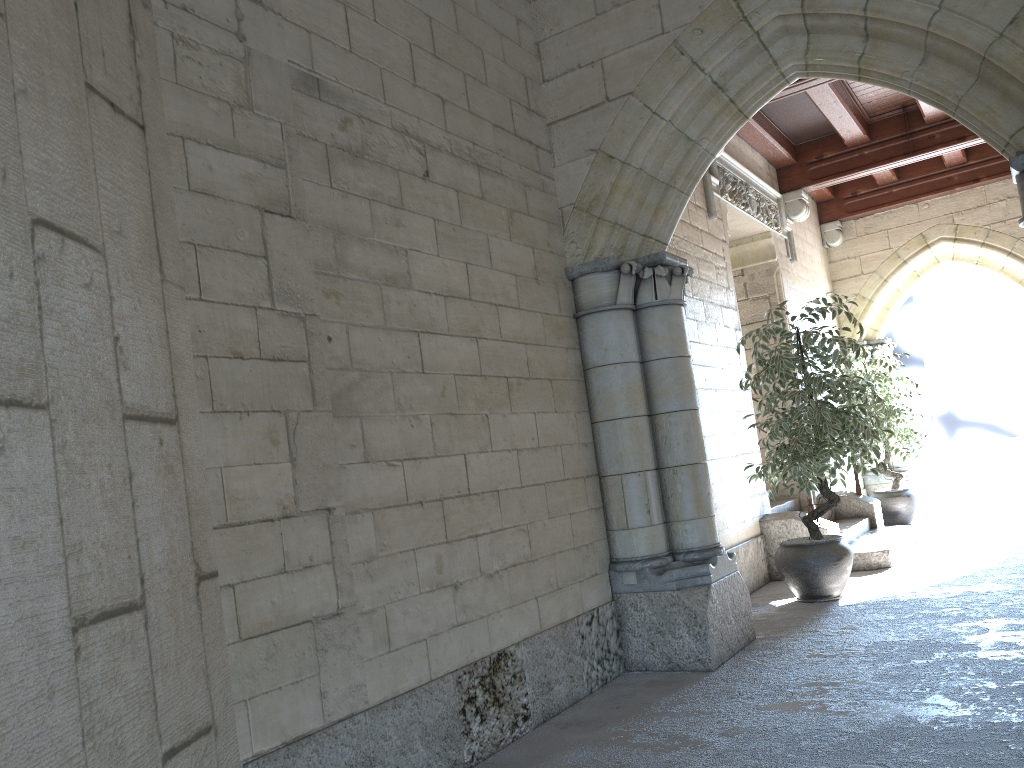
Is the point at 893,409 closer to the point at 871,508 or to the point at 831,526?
the point at 871,508

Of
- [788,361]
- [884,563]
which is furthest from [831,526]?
[788,361]

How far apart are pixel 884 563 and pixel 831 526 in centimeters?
40cm

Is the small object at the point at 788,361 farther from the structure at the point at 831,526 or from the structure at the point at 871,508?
the structure at the point at 871,508

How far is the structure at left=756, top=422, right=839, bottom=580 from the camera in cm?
547

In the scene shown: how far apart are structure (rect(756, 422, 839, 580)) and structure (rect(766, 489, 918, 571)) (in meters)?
0.17

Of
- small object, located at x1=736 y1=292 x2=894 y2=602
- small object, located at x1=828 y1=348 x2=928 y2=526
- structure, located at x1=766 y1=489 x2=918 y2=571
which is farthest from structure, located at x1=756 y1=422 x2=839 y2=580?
small object, located at x1=828 y1=348 x2=928 y2=526

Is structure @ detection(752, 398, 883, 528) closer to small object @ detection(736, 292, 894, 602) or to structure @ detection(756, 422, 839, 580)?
structure @ detection(756, 422, 839, 580)

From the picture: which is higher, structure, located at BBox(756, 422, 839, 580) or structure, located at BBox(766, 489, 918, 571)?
structure, located at BBox(756, 422, 839, 580)

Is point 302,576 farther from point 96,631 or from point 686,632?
point 686,632
